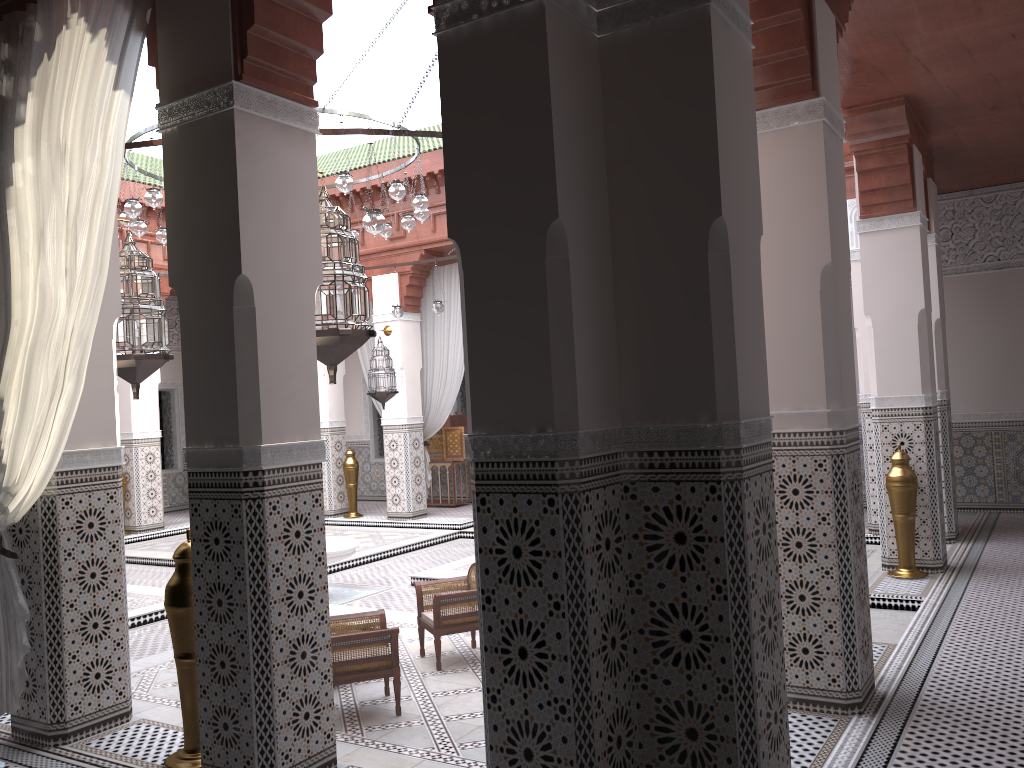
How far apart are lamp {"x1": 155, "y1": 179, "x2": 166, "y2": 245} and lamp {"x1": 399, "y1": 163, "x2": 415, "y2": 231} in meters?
1.3 m

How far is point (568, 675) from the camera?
1.5m

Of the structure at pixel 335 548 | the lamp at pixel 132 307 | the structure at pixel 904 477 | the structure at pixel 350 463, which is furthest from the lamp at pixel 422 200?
the structure at pixel 350 463

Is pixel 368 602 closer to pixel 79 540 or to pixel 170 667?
pixel 170 667

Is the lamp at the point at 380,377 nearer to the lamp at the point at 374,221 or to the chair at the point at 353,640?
the lamp at the point at 374,221

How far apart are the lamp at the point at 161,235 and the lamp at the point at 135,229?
0.2m

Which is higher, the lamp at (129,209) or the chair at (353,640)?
the lamp at (129,209)

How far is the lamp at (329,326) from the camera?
2.1m

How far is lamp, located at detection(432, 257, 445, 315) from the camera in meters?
5.6 m

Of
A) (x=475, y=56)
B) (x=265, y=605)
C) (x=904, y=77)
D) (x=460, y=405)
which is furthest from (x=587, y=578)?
(x=460, y=405)
